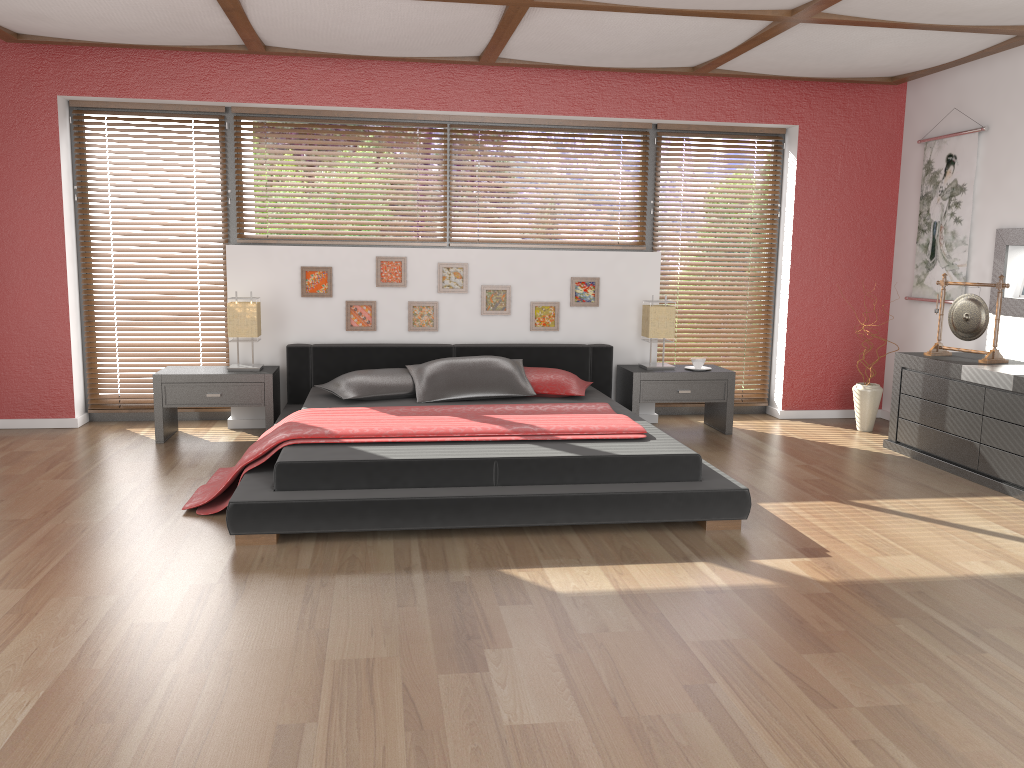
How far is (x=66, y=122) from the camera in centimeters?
567cm

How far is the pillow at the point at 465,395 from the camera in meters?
5.2 m

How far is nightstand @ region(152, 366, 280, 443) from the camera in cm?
534

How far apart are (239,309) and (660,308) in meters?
2.7 m

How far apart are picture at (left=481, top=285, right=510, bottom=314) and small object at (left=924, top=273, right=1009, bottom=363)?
2.66m

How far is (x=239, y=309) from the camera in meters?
5.5

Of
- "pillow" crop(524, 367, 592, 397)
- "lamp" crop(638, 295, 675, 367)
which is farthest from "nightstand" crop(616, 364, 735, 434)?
"pillow" crop(524, 367, 592, 397)

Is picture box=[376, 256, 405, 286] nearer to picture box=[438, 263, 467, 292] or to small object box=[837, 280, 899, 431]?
picture box=[438, 263, 467, 292]

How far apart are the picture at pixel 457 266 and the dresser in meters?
2.8

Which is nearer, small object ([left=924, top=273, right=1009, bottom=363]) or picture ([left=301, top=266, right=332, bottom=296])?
small object ([left=924, top=273, right=1009, bottom=363])
